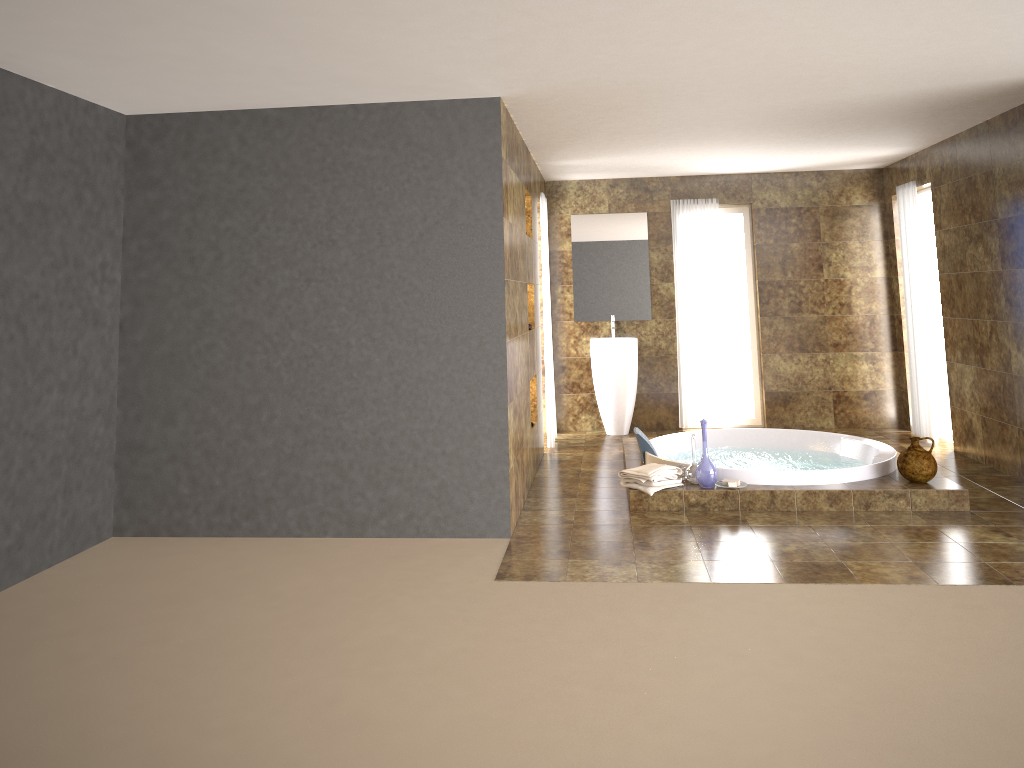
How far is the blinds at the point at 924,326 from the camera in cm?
754

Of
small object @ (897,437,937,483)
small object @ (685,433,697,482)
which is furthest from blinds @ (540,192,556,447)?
small object @ (897,437,937,483)

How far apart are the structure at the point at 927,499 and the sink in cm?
98

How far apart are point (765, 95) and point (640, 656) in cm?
327

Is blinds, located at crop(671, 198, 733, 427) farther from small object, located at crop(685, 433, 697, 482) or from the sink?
small object, located at crop(685, 433, 697, 482)

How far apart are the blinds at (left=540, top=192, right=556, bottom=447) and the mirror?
0.97m

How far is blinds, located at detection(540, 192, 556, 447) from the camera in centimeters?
769cm

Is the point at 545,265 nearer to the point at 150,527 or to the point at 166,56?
the point at 150,527

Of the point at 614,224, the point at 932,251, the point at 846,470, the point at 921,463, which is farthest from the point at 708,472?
the point at 932,251

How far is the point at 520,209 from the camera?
6.0 meters
